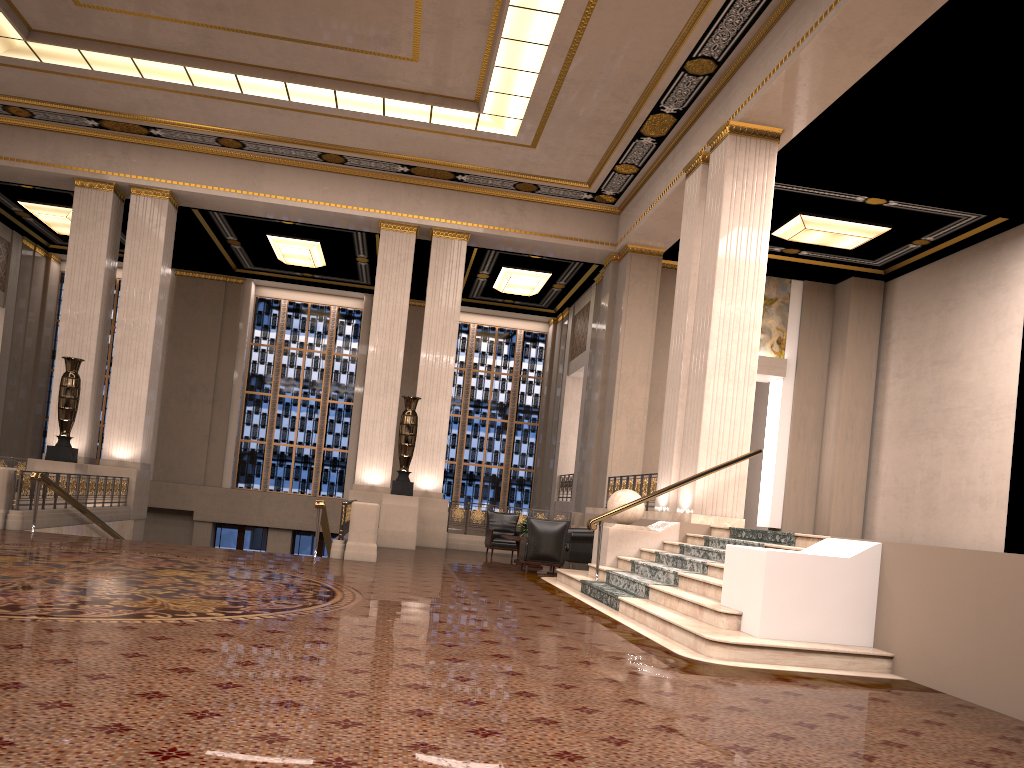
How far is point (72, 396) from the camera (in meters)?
15.45

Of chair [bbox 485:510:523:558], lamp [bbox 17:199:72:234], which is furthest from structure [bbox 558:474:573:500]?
lamp [bbox 17:199:72:234]

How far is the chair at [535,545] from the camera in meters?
12.7

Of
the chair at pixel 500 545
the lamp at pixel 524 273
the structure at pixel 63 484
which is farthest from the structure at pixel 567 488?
the structure at pixel 63 484

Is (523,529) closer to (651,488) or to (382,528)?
(651,488)

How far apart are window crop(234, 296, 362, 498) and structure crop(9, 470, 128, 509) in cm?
815

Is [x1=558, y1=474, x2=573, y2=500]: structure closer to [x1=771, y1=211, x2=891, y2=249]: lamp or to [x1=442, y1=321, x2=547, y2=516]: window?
[x1=442, y1=321, x2=547, y2=516]: window

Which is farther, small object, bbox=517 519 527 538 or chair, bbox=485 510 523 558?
chair, bbox=485 510 523 558

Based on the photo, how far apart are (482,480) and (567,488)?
4.06m

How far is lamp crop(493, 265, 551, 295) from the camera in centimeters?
2102cm
